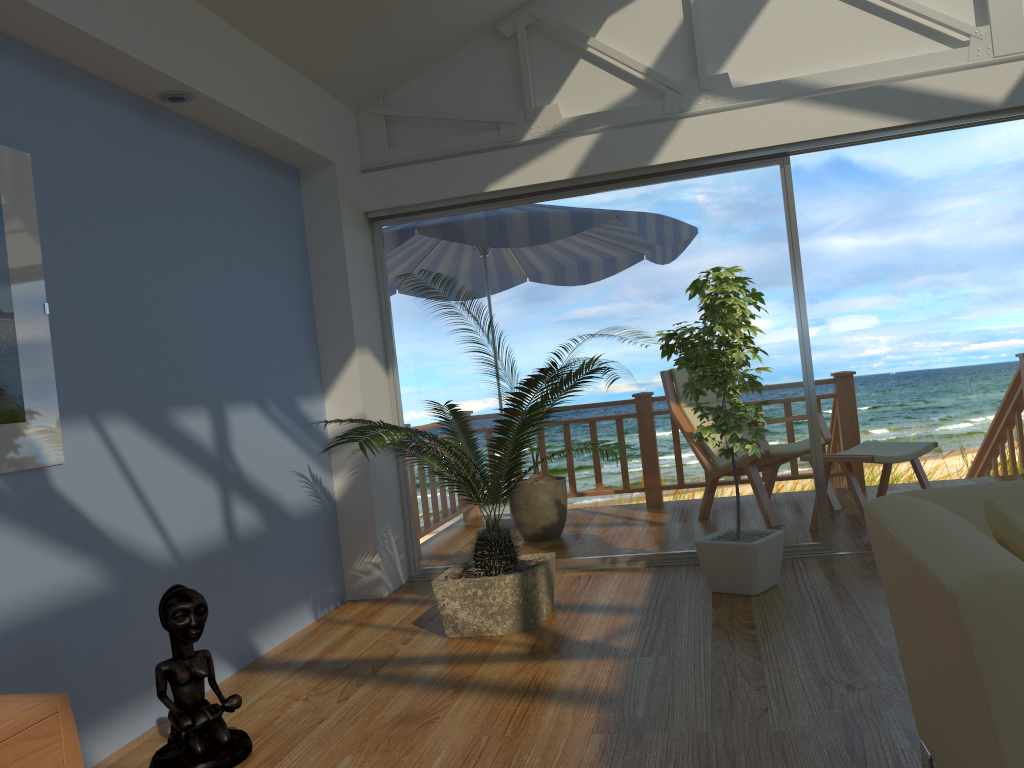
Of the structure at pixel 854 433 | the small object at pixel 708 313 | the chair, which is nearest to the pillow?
the small object at pixel 708 313

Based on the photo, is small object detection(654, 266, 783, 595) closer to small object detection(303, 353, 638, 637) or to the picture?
small object detection(303, 353, 638, 637)

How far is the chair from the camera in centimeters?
547cm

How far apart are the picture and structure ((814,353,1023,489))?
5.0m

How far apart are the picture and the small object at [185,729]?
0.51m

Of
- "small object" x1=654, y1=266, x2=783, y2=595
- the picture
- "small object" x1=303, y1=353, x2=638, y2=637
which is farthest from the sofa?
the picture

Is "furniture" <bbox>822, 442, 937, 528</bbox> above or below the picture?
below

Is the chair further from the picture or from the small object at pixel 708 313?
the picture

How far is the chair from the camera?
5.5 meters

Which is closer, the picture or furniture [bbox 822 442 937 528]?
the picture
